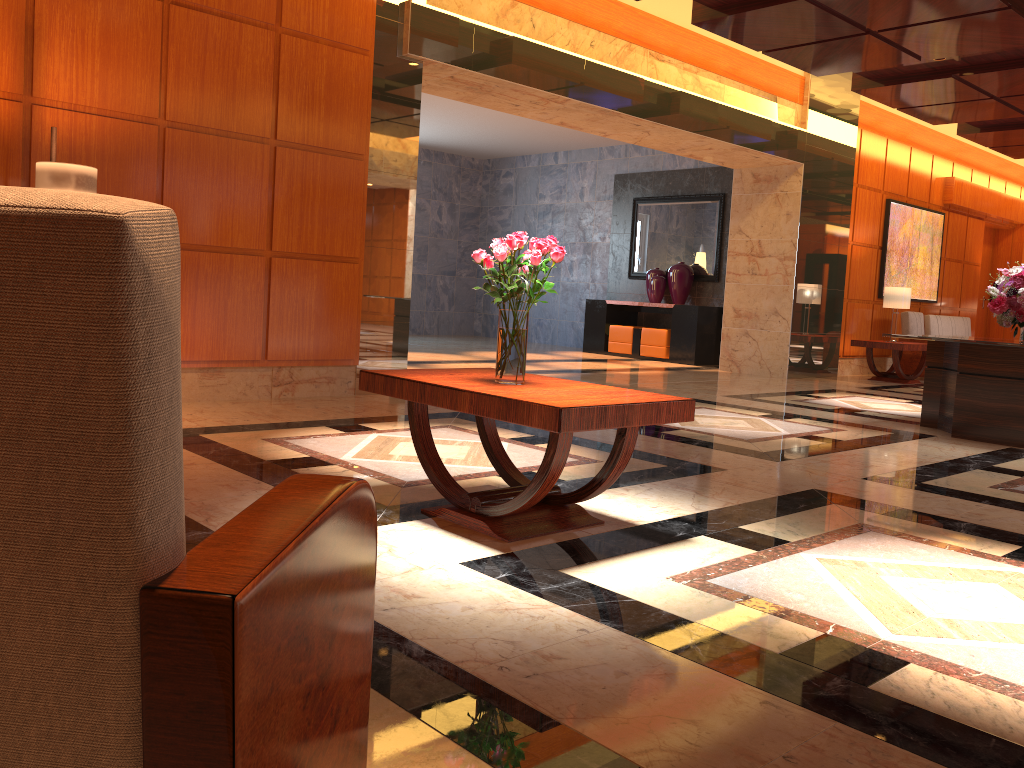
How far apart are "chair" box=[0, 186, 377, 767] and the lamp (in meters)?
4.08

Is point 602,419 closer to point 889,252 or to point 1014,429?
point 1014,429

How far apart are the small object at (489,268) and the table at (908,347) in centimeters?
919cm

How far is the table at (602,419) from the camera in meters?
3.0

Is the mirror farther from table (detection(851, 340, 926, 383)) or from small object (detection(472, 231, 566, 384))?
small object (detection(472, 231, 566, 384))

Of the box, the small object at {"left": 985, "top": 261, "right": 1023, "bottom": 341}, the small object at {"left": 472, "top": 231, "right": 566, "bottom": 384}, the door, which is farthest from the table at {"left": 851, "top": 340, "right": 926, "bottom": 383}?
the small object at {"left": 472, "top": 231, "right": 566, "bottom": 384}

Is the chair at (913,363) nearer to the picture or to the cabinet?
the picture

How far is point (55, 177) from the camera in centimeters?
465cm

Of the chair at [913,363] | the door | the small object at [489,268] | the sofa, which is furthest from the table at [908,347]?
the small object at [489,268]

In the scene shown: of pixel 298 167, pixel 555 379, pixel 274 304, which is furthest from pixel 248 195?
pixel 555 379
